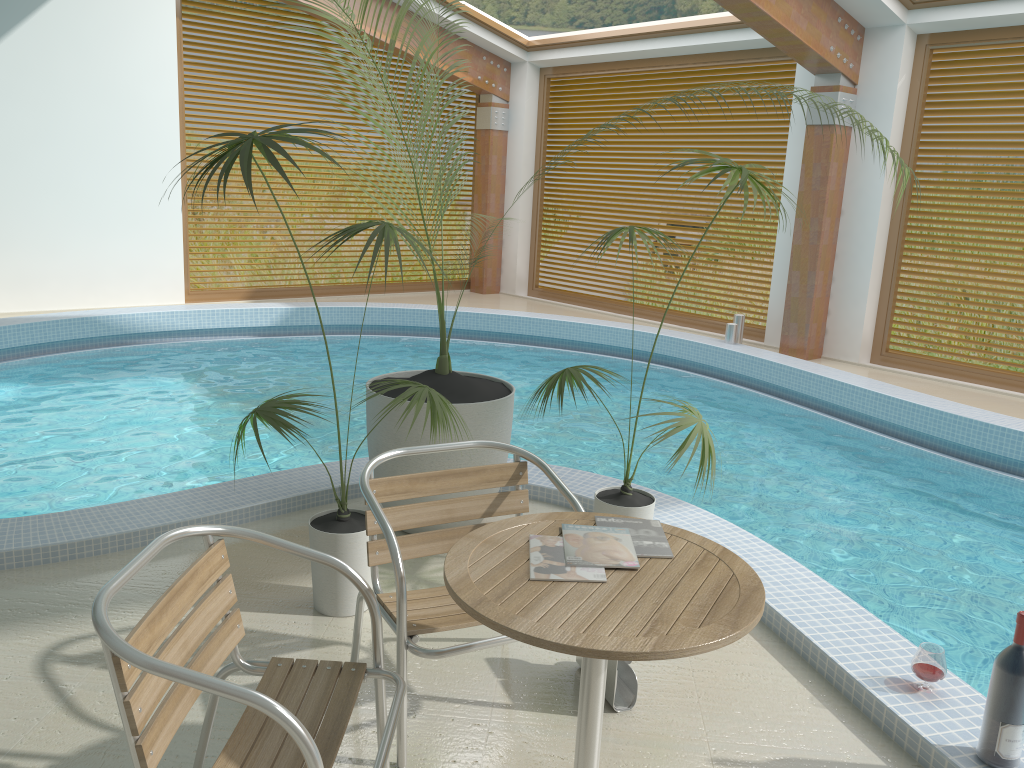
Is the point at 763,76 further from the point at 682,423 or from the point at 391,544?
the point at 391,544

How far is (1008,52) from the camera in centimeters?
763cm

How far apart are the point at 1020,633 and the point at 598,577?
1.2m

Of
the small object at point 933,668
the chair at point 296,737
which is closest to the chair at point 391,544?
the chair at point 296,737

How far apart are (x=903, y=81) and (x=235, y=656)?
7.9 meters

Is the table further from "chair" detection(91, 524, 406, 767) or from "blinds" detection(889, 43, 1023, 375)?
"blinds" detection(889, 43, 1023, 375)

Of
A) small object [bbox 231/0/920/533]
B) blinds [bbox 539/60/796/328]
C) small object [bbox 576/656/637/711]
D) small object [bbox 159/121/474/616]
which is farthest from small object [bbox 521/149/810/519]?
blinds [bbox 539/60/796/328]

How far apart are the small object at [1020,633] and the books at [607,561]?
1.1 meters

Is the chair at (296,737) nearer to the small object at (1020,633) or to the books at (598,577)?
the books at (598,577)

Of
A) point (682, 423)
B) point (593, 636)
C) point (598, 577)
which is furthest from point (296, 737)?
point (682, 423)
